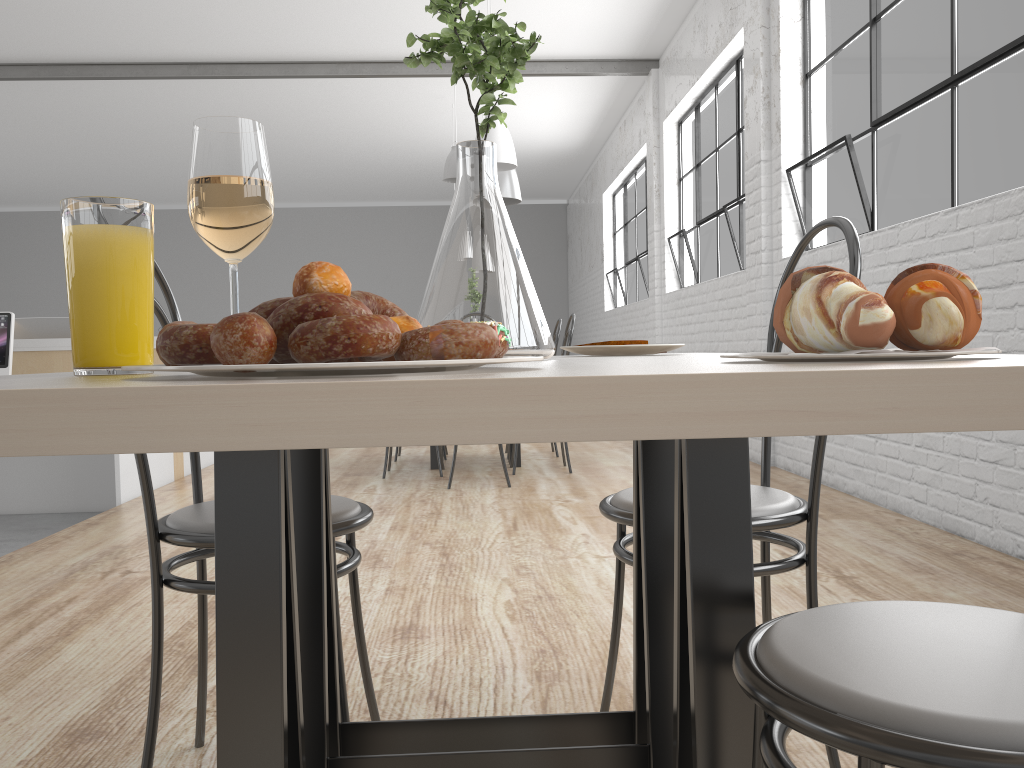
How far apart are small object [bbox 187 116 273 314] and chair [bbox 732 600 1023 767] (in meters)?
0.40

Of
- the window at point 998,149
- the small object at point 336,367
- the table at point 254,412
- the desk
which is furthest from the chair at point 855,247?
the desk

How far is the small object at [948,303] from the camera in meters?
0.4 m

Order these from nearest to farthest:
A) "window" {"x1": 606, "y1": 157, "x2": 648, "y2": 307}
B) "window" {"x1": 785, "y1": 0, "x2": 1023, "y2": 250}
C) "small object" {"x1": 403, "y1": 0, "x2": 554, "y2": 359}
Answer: "small object" {"x1": 403, "y1": 0, "x2": 554, "y2": 359}, "window" {"x1": 785, "y1": 0, "x2": 1023, "y2": 250}, "window" {"x1": 606, "y1": 157, "x2": 648, "y2": 307}

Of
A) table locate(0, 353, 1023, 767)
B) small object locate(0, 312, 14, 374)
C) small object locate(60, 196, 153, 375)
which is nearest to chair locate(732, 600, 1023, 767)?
table locate(0, 353, 1023, 767)

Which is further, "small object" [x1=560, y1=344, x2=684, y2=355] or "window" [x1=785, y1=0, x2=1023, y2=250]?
"window" [x1=785, y1=0, x2=1023, y2=250]

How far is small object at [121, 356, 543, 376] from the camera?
0.3 meters

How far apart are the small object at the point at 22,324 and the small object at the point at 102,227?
Result: 4.1 meters

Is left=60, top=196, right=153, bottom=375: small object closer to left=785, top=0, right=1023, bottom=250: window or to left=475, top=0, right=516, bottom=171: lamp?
left=785, top=0, right=1023, bottom=250: window

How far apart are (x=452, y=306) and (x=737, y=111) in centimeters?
432cm
